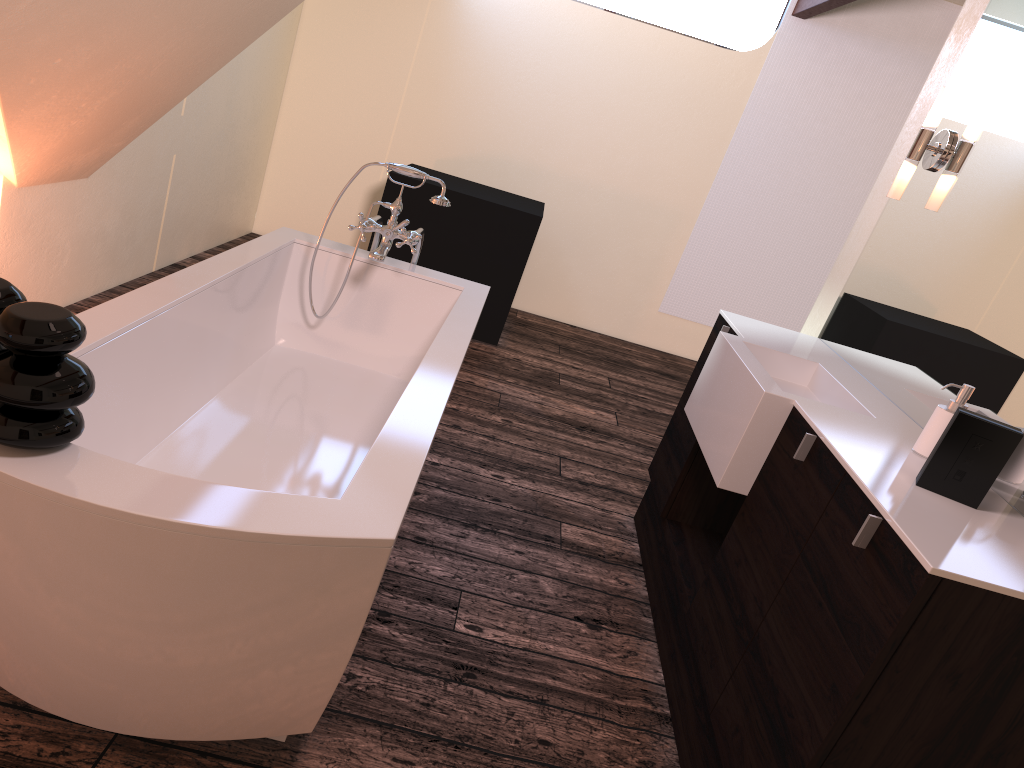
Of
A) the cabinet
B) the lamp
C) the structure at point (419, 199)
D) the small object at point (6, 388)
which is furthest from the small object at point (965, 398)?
the structure at point (419, 199)

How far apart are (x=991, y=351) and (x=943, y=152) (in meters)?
0.88

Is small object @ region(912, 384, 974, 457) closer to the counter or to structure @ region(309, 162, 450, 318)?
the counter

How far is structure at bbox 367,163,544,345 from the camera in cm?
488

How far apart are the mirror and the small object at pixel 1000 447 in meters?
0.1 m

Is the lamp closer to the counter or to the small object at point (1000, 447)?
the counter

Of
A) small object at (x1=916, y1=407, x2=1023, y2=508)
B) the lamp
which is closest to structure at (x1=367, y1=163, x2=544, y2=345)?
the lamp

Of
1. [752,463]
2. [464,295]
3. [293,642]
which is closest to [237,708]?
[293,642]

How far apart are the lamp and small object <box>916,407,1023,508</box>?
1.3 meters

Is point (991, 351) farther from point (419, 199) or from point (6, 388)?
point (419, 199)
